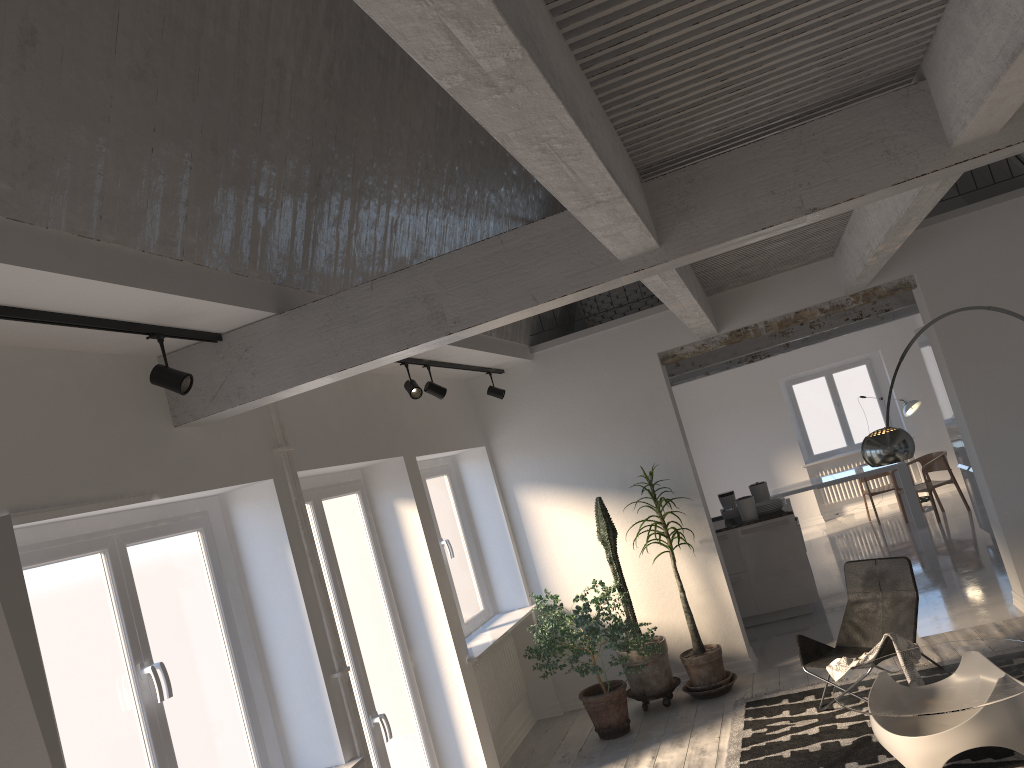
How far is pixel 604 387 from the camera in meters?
7.6

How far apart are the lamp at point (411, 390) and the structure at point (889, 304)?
4.5 meters

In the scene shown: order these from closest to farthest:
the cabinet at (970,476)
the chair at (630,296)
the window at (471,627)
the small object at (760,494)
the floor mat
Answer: the floor mat < the window at (471,627) < the chair at (630,296) < the small object at (760,494) < the cabinet at (970,476)

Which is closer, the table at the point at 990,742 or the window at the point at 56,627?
the window at the point at 56,627

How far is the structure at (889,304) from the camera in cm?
895

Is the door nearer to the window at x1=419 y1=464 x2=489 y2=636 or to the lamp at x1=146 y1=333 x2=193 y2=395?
the window at x1=419 y1=464 x2=489 y2=636

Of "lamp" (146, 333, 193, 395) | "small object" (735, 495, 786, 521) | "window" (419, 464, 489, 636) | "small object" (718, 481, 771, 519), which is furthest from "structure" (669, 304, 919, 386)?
"lamp" (146, 333, 193, 395)

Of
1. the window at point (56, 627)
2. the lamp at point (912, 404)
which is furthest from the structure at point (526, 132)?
the lamp at point (912, 404)

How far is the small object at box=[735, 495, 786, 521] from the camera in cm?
869

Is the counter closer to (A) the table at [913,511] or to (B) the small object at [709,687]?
(B) the small object at [709,687]
